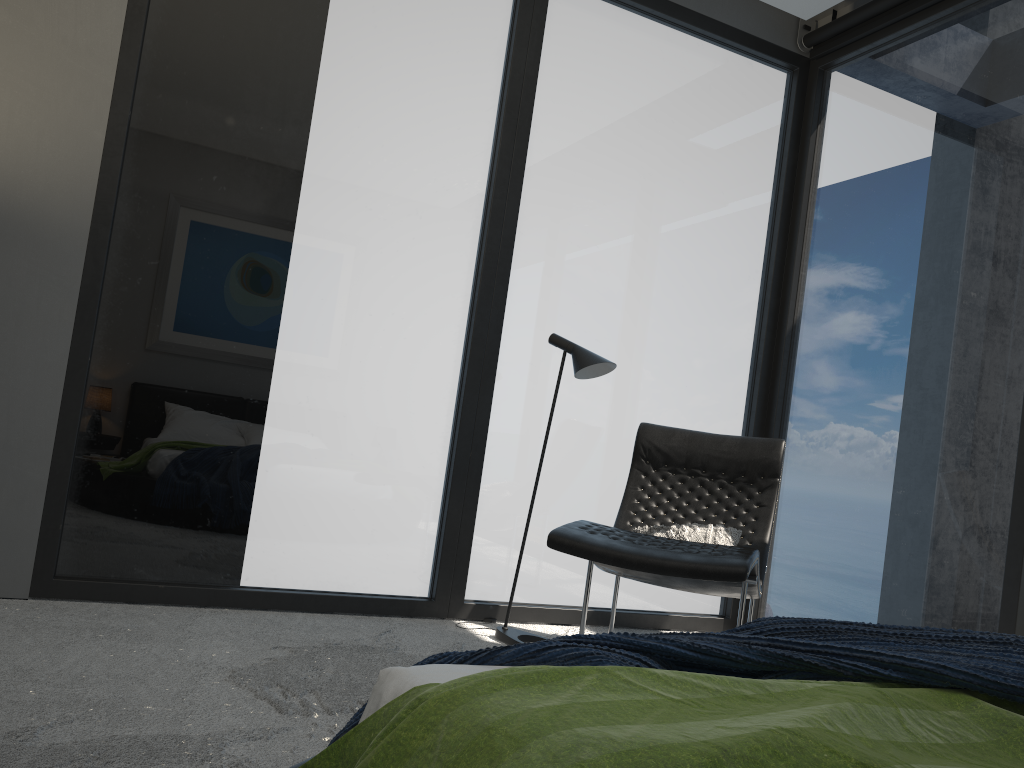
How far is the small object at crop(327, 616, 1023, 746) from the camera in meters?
1.2 m

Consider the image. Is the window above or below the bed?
above

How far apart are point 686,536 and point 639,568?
0.7 meters

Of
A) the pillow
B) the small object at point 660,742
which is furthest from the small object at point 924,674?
the pillow

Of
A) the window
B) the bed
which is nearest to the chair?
the window

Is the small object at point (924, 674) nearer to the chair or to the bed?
the bed

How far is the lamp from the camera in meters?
3.6 m

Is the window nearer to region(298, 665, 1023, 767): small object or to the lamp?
the lamp

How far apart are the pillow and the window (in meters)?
0.67

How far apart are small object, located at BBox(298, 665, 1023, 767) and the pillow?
2.09m
